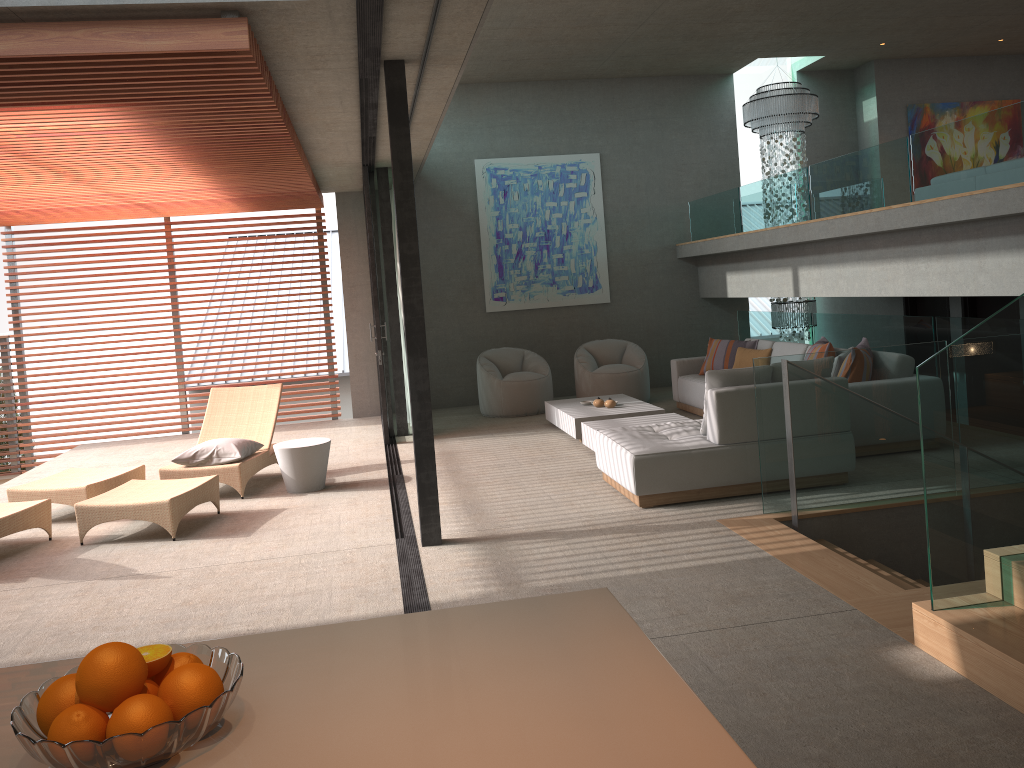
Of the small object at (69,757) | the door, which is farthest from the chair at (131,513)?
the door

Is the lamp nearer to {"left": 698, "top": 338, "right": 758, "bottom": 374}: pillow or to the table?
{"left": 698, "top": 338, "right": 758, "bottom": 374}: pillow

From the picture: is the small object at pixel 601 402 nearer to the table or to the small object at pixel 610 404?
the small object at pixel 610 404

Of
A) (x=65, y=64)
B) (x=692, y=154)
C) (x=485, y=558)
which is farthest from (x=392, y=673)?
(x=692, y=154)

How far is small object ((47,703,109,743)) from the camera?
1.23m

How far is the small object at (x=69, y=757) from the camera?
1.19m

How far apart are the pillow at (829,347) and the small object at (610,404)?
2.04m

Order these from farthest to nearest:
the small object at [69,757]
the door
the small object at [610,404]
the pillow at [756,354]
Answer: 1. the pillow at [756,354]
2. the door
3. the small object at [610,404]
4. the small object at [69,757]

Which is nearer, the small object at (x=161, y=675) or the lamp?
the small object at (x=161, y=675)

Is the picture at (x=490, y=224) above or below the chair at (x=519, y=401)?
above
